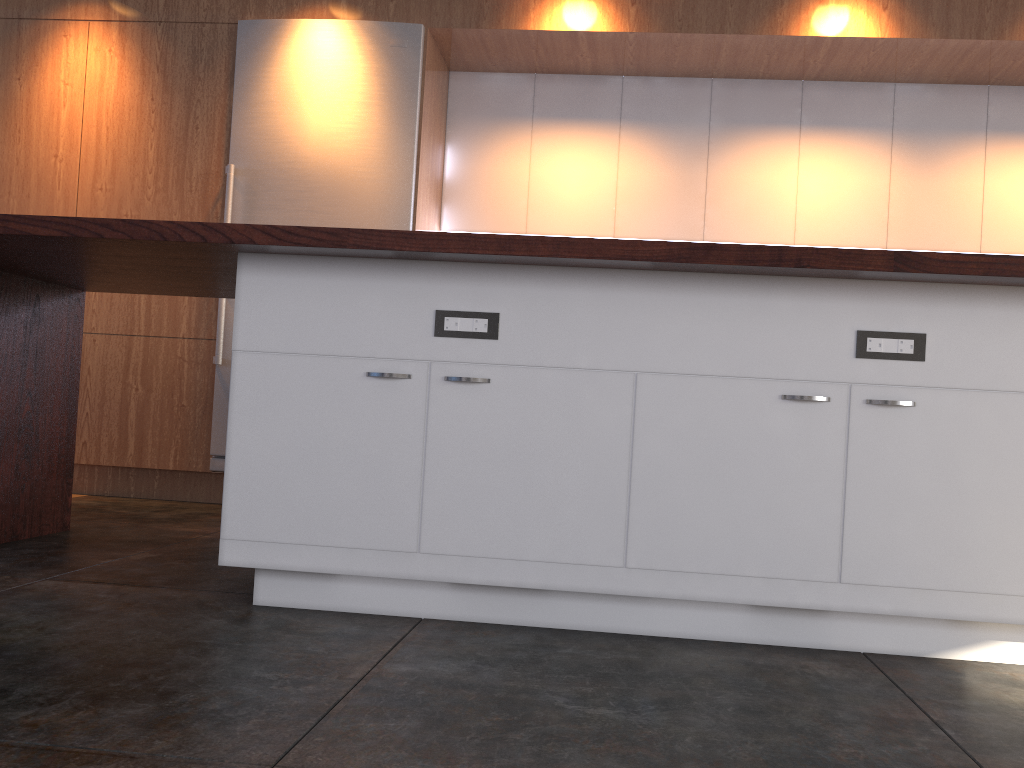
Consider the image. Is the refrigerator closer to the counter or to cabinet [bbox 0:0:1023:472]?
cabinet [bbox 0:0:1023:472]

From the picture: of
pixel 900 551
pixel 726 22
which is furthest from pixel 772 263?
pixel 726 22

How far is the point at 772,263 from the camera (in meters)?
2.03

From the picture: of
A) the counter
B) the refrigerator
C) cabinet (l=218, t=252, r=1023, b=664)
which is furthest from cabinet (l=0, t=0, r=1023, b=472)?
cabinet (l=218, t=252, r=1023, b=664)

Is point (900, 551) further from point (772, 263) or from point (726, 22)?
point (726, 22)

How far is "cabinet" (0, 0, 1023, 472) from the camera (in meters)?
4.29

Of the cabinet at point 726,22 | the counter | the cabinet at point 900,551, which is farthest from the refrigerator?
the cabinet at point 900,551

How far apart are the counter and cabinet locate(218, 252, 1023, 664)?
0.05m

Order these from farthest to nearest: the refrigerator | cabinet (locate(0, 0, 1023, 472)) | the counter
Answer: the refrigerator → cabinet (locate(0, 0, 1023, 472)) → the counter

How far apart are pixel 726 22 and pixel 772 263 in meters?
2.7 m
